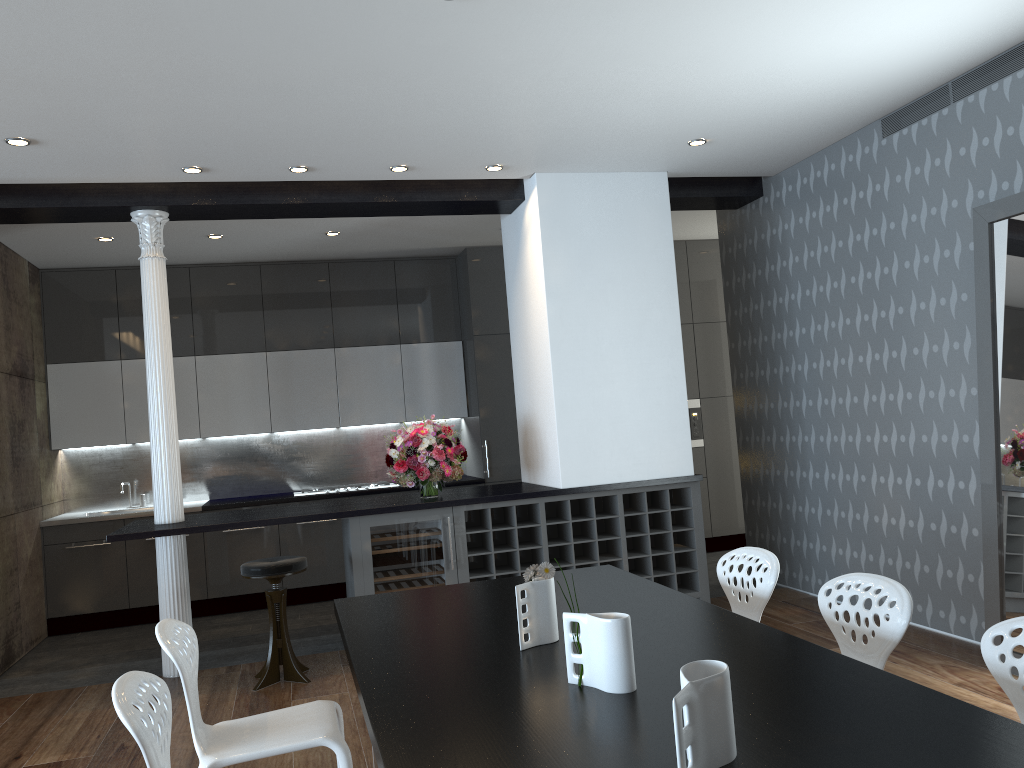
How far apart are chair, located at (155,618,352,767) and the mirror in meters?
3.2

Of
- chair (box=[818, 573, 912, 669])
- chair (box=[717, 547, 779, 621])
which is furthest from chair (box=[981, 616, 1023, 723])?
chair (box=[717, 547, 779, 621])

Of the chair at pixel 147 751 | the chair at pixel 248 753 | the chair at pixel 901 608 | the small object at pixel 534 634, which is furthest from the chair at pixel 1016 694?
the chair at pixel 147 751

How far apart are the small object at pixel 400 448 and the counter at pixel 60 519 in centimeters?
170cm

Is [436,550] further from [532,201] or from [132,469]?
[132,469]

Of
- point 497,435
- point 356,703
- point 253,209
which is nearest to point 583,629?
point 356,703

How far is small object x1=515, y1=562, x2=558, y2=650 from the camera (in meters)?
2.60

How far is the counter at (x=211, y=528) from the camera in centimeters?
515cm

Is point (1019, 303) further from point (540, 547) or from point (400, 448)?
point (400, 448)

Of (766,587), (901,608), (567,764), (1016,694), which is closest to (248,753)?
(567,764)
